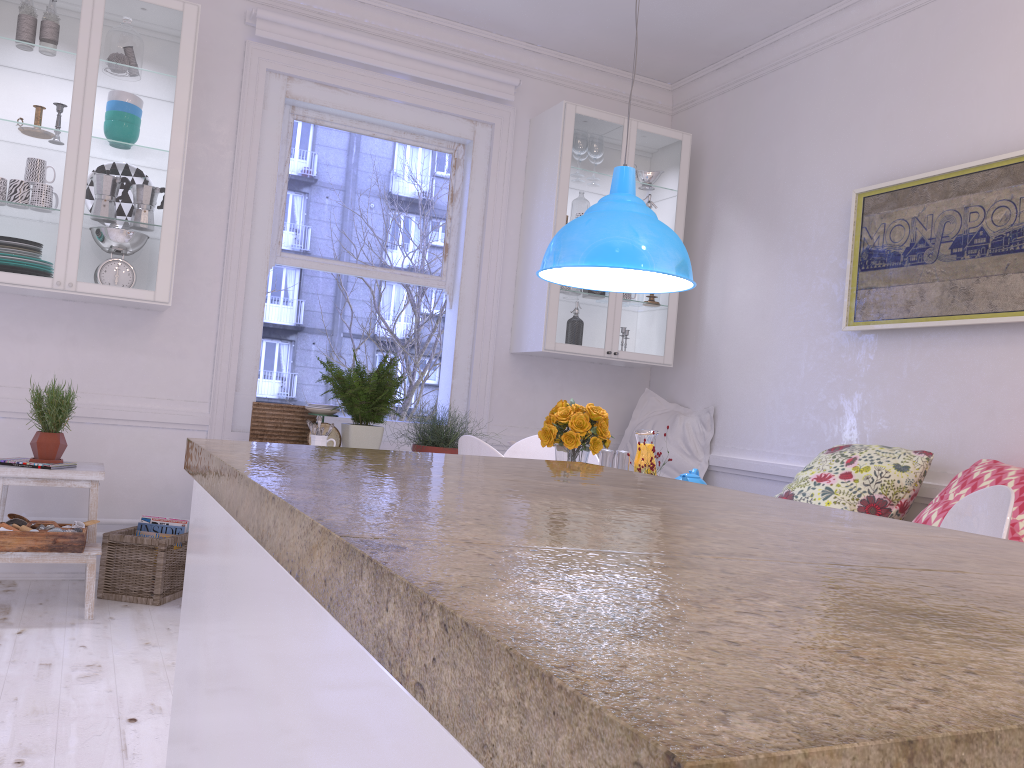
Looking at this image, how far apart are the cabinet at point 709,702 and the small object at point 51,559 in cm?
245

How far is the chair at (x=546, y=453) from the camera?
3.6m

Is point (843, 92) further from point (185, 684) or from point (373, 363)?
point (373, 363)

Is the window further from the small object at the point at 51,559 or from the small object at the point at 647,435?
the small object at the point at 647,435

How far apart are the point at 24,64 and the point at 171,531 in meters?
2.0

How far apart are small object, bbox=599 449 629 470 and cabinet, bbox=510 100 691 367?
1.68m

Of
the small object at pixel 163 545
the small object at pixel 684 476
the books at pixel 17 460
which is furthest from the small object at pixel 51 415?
the small object at pixel 684 476

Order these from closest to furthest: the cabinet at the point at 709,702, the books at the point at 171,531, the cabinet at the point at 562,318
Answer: the cabinet at the point at 709,702, the books at the point at 171,531, the cabinet at the point at 562,318

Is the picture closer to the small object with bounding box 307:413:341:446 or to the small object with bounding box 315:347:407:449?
the small object with bounding box 315:347:407:449

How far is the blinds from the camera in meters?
4.3 m
